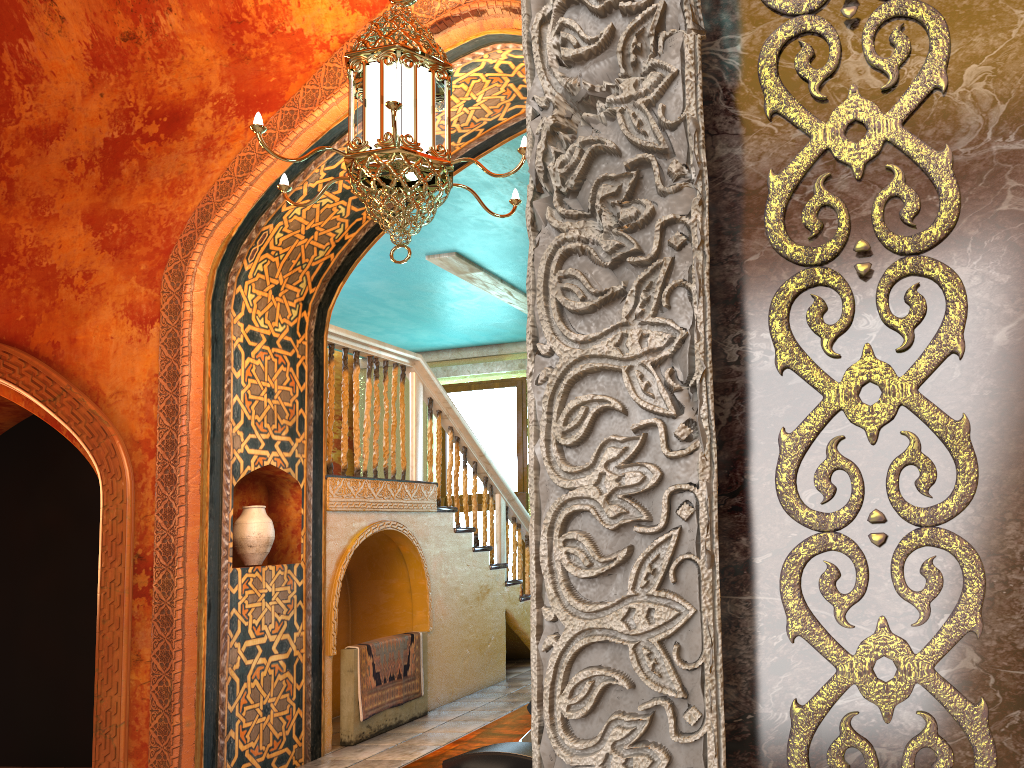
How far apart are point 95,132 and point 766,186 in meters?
6.2 m

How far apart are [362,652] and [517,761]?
5.59m

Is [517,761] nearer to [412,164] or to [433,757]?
[433,757]

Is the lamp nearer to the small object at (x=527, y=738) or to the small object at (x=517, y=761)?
the small object at (x=527, y=738)

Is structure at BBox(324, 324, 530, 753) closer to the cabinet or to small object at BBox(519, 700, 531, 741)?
the cabinet

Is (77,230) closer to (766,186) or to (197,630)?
(197,630)

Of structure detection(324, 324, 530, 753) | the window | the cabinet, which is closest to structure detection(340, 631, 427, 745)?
structure detection(324, 324, 530, 753)

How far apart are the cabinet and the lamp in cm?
247

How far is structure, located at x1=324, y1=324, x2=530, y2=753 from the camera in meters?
6.9

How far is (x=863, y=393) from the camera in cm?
102
